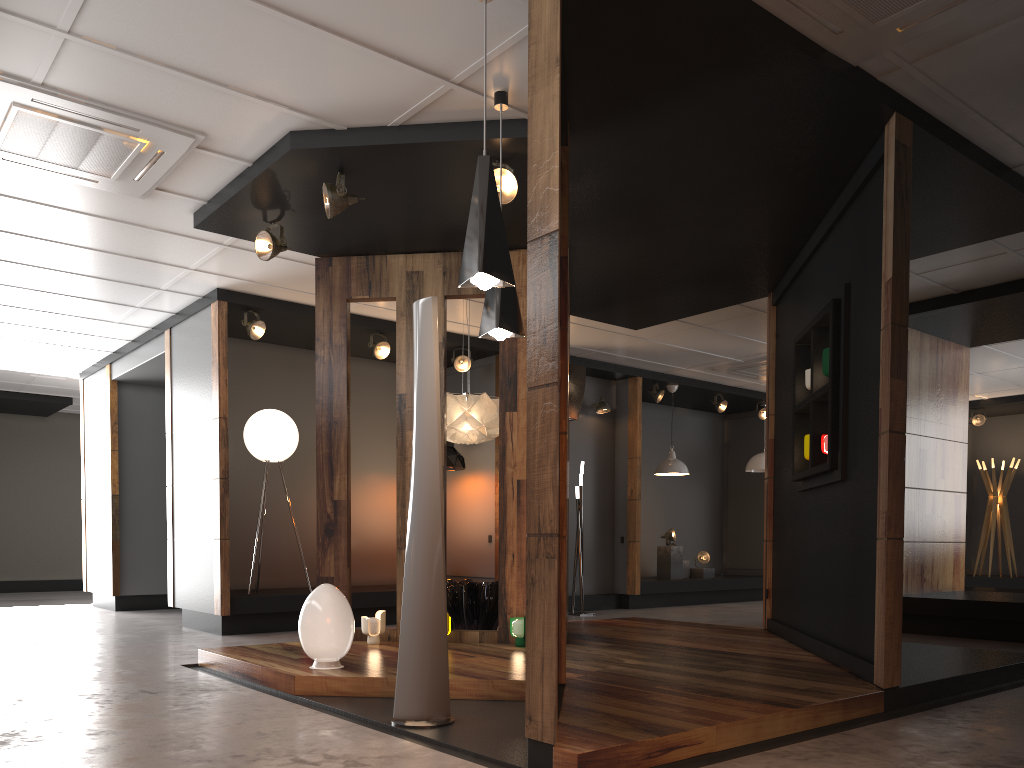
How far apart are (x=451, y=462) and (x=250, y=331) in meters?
2.6 m

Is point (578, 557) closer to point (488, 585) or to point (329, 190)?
point (488, 585)

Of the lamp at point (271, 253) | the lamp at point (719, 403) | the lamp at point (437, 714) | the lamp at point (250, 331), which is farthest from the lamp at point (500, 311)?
the lamp at point (719, 403)

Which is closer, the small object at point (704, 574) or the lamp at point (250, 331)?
the lamp at point (250, 331)

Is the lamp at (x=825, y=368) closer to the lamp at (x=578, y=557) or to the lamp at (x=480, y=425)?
the lamp at (x=480, y=425)

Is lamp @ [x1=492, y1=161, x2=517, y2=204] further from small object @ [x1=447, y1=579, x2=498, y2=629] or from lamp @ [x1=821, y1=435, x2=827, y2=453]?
small object @ [x1=447, y1=579, x2=498, y2=629]

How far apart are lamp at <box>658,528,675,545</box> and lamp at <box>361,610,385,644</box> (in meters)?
6.50

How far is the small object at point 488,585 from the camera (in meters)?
6.55

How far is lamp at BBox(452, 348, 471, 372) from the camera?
9.4m

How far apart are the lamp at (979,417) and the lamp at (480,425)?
9.5m
